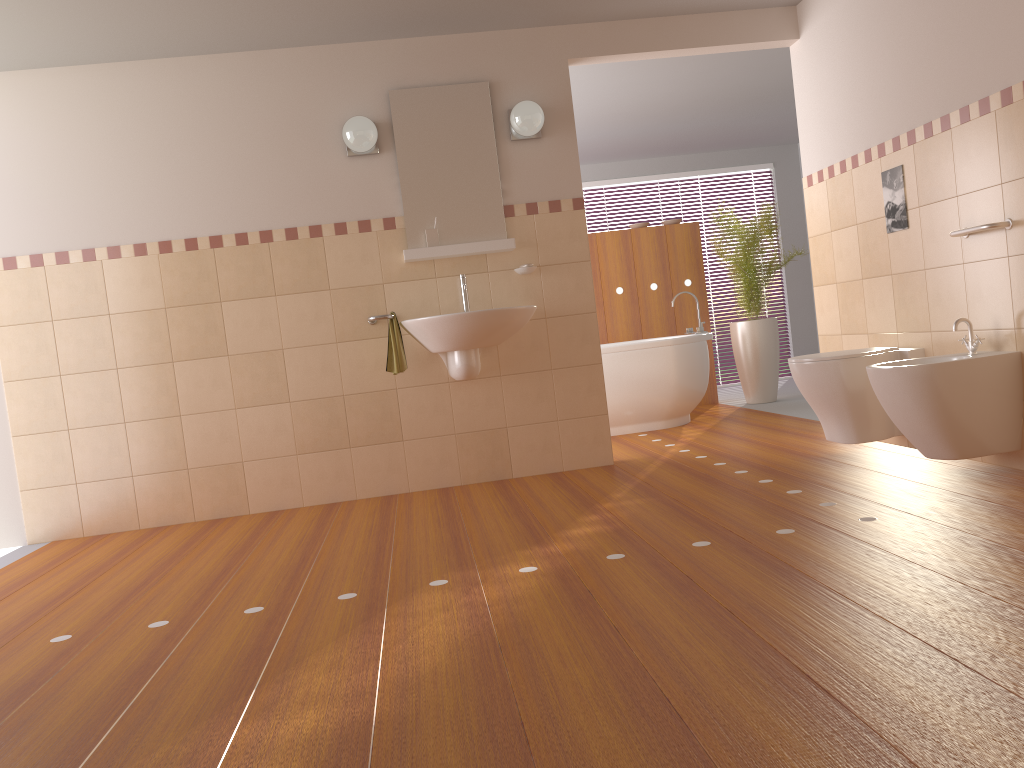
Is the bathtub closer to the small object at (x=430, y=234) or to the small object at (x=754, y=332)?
the small object at (x=754, y=332)

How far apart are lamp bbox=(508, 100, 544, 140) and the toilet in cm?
166

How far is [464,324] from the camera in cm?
402

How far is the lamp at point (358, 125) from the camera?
4.23m

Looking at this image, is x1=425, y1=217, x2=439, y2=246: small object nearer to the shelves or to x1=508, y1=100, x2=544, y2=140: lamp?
the shelves

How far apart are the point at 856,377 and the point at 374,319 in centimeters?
217cm

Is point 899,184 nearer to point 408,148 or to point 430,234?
point 430,234

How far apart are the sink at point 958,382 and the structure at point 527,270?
1.8m

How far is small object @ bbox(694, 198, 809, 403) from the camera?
6.65m

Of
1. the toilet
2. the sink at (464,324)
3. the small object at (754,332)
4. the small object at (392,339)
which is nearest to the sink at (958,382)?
the toilet
